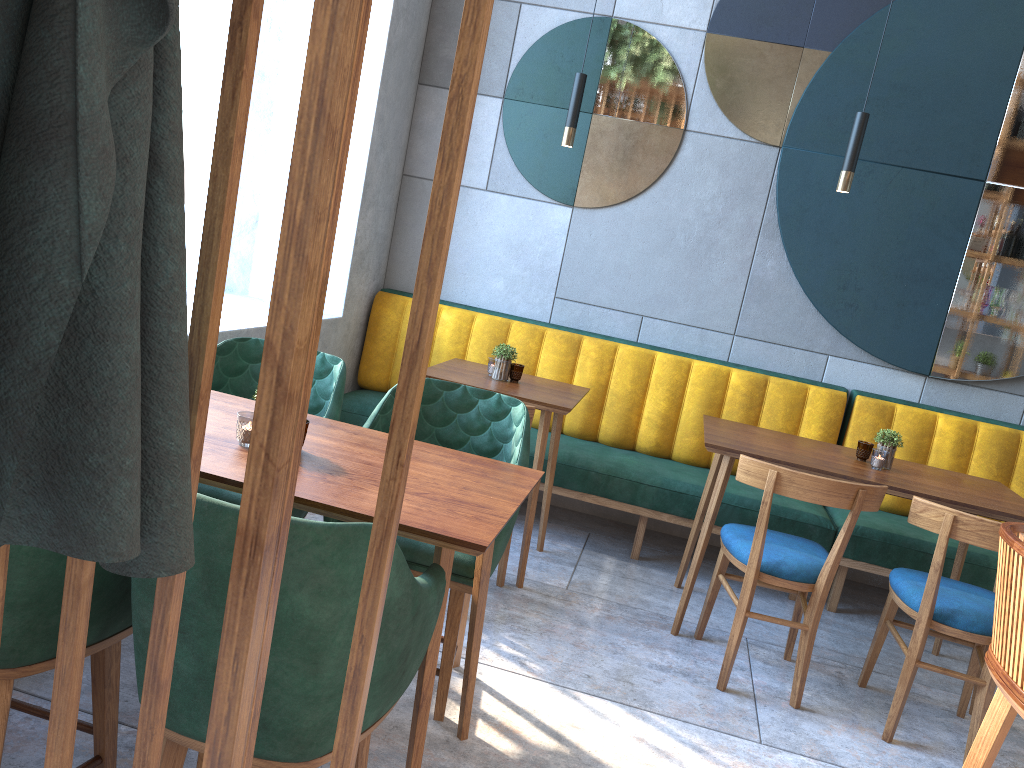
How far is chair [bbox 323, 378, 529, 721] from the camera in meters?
2.3 m

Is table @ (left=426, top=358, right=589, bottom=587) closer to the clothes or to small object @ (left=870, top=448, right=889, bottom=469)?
small object @ (left=870, top=448, right=889, bottom=469)

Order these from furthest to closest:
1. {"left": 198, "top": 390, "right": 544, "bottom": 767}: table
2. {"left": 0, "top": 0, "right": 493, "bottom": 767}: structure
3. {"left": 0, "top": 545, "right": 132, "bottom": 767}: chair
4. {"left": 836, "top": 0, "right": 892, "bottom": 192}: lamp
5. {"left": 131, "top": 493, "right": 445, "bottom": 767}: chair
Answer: {"left": 836, "top": 0, "right": 892, "bottom": 192}: lamp → {"left": 198, "top": 390, "right": 544, "bottom": 767}: table → {"left": 0, "top": 545, "right": 132, "bottom": 767}: chair → {"left": 131, "top": 493, "right": 445, "bottom": 767}: chair → {"left": 0, "top": 0, "right": 493, "bottom": 767}: structure

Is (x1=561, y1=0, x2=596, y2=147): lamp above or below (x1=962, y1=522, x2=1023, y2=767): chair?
above

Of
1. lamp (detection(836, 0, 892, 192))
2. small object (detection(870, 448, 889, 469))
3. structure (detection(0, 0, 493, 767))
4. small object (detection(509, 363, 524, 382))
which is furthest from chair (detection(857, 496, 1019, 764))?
structure (detection(0, 0, 493, 767))

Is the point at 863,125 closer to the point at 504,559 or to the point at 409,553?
the point at 504,559

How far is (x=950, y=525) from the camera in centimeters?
267cm

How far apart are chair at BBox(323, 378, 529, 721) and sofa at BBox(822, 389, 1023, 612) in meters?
1.9

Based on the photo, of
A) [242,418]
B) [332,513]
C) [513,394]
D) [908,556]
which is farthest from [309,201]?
[908,556]

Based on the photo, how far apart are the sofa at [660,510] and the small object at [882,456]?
0.6m
